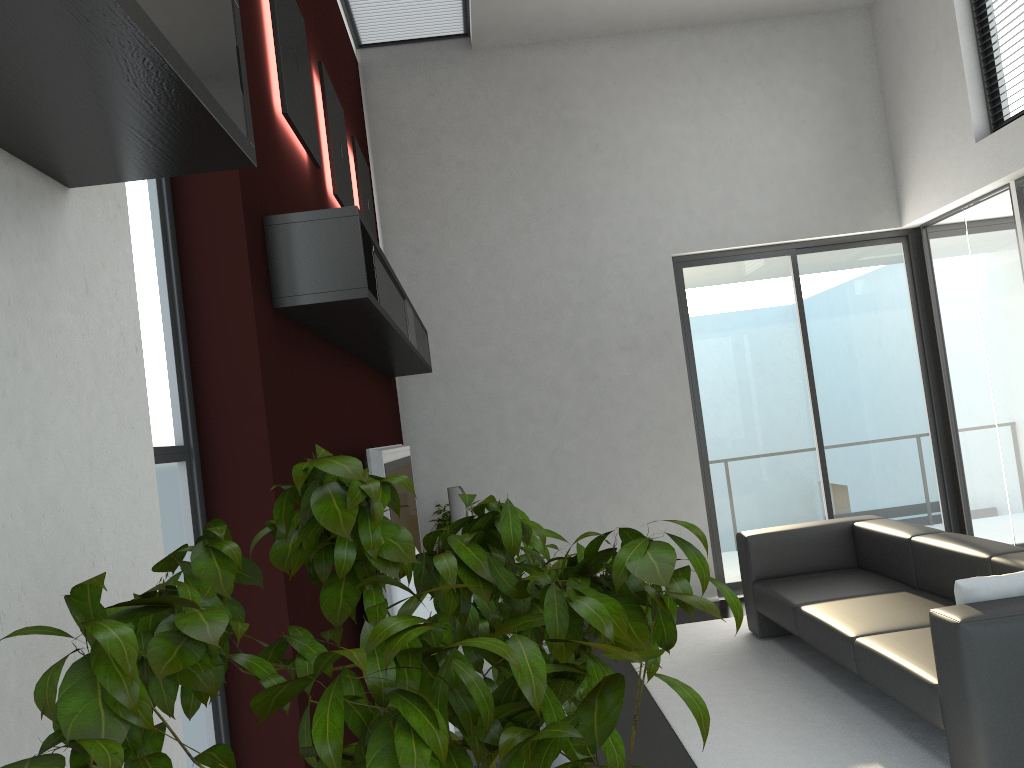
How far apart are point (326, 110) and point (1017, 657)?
3.7m

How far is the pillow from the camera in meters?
3.3 m

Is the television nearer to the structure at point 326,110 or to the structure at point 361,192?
the structure at point 326,110

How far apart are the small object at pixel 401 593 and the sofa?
1.8m

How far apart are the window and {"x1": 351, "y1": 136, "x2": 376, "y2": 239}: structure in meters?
3.0

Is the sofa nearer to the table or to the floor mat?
the floor mat

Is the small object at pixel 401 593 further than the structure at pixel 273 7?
No

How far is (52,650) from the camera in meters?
1.2 m

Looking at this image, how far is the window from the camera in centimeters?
229cm

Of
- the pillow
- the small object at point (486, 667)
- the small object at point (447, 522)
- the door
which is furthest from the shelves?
the pillow
